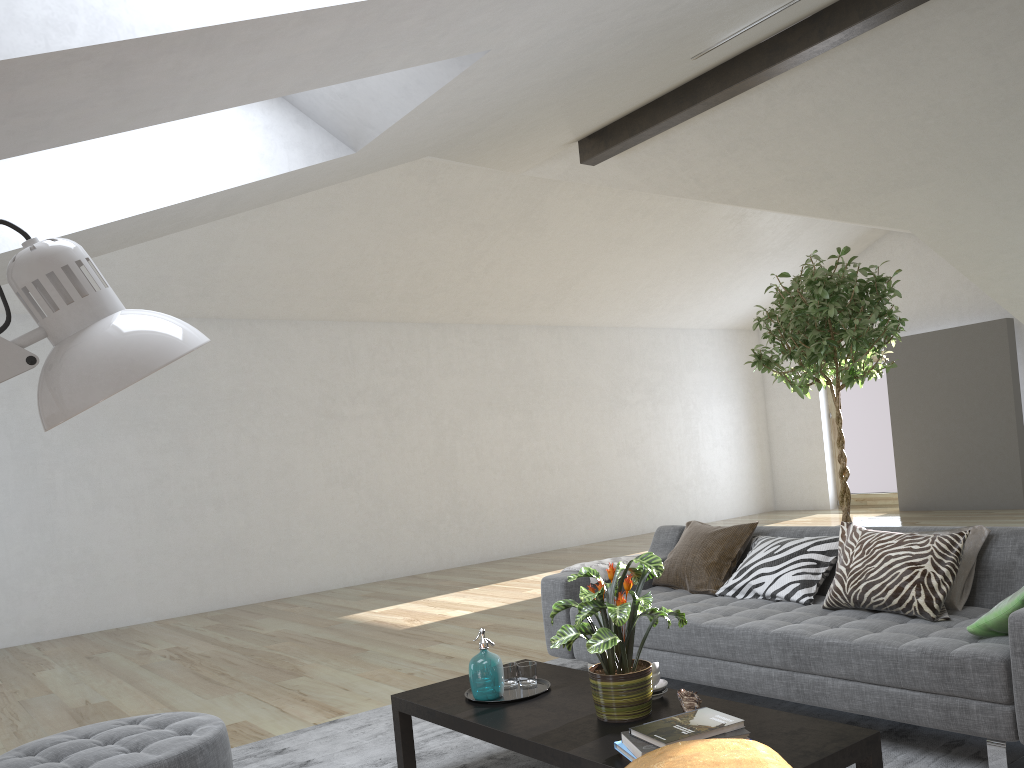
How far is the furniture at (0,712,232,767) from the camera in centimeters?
270cm

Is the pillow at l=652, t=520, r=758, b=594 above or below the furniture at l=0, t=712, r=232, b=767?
above

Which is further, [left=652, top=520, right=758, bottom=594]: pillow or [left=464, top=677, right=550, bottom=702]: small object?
[left=652, top=520, right=758, bottom=594]: pillow

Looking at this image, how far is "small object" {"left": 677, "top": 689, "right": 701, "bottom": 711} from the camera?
2.6 meters

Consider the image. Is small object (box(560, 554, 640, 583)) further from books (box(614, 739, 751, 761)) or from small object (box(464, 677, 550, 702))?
books (box(614, 739, 751, 761))

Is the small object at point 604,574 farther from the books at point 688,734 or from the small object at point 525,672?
the books at point 688,734

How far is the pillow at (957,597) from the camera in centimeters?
332cm

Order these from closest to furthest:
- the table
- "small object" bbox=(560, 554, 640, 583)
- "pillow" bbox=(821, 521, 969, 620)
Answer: the table
"pillow" bbox=(821, 521, 969, 620)
"small object" bbox=(560, 554, 640, 583)

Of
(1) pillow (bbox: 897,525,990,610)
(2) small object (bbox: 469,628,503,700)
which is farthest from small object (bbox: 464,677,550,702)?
(1) pillow (bbox: 897,525,990,610)

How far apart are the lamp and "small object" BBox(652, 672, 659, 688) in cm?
225
